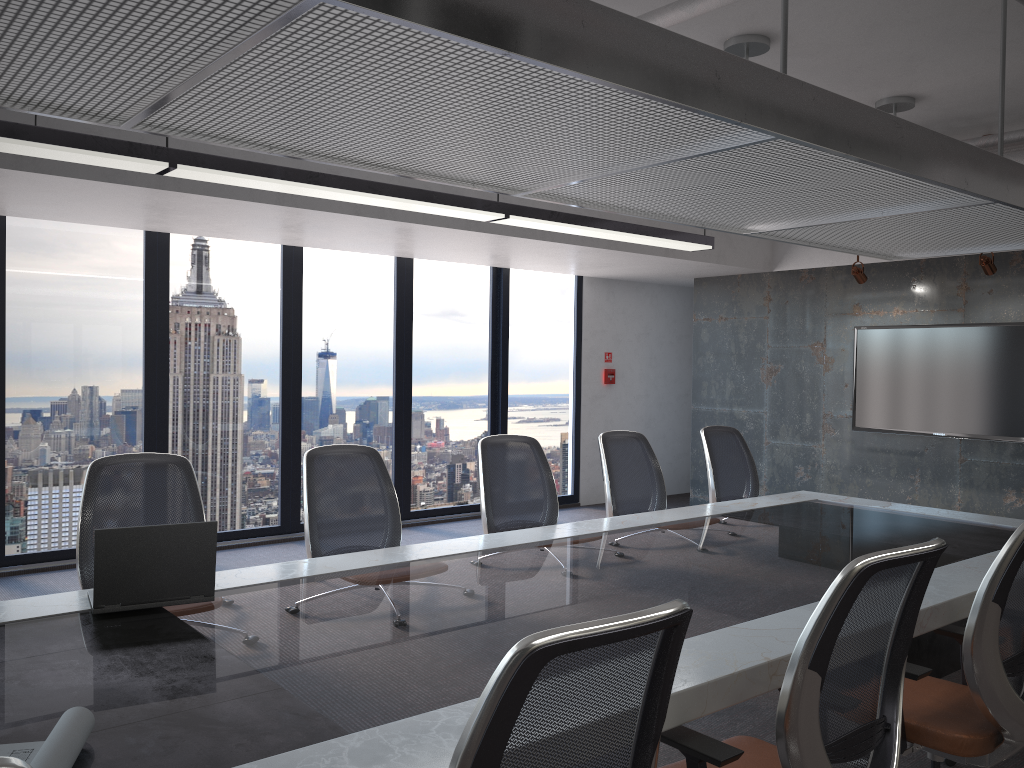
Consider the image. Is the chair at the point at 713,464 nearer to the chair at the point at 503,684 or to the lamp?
the lamp

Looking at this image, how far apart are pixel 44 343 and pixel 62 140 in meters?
3.2 m

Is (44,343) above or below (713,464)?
above

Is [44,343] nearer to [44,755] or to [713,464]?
[713,464]

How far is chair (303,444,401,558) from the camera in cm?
397

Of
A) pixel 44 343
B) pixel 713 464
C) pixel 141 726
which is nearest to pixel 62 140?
pixel 141 726

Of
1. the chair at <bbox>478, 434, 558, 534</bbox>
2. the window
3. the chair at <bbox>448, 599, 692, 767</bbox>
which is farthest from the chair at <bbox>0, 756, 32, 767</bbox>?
the window

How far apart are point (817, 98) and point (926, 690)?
2.04m

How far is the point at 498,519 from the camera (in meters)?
4.73

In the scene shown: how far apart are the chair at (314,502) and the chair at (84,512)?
0.46m
